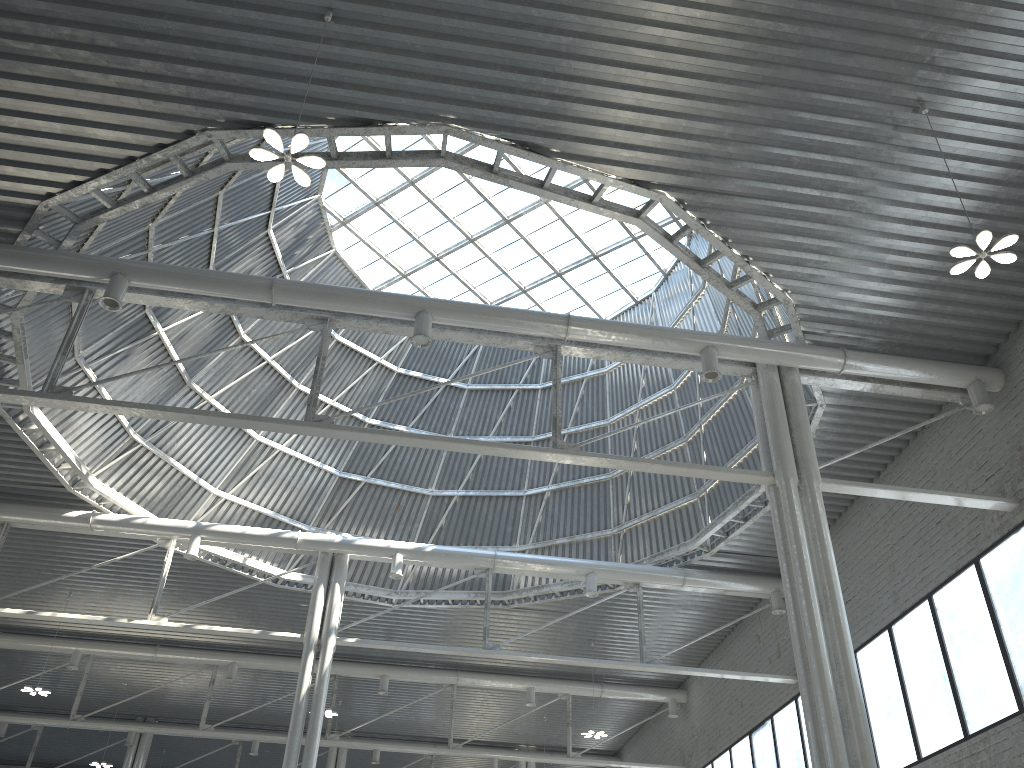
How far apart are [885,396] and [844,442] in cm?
250
